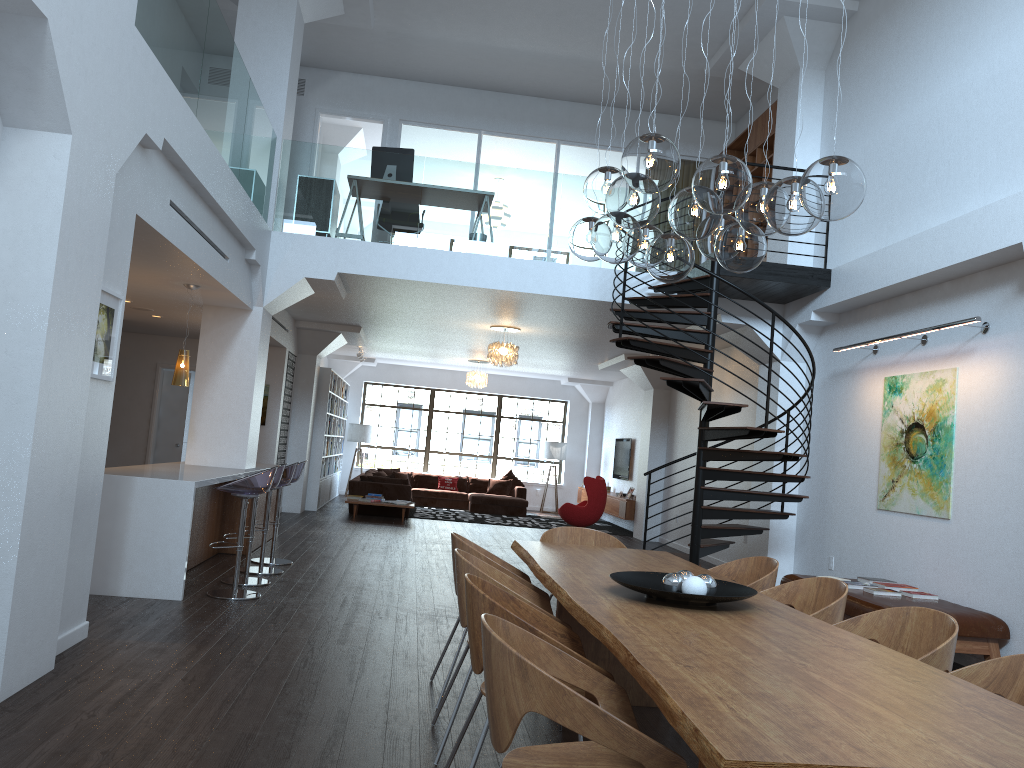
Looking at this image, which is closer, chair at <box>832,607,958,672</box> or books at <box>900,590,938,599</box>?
chair at <box>832,607,958,672</box>

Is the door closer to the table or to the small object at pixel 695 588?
the table

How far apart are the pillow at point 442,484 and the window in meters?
1.5 m

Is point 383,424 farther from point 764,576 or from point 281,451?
point 764,576

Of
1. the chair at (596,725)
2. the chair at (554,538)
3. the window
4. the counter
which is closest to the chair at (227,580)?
the counter

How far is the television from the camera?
17.3m

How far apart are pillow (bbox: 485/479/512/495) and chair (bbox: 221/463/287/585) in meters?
11.4 m

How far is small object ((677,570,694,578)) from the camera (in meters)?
3.64

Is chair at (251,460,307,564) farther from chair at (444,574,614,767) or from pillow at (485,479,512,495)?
pillow at (485,479,512,495)

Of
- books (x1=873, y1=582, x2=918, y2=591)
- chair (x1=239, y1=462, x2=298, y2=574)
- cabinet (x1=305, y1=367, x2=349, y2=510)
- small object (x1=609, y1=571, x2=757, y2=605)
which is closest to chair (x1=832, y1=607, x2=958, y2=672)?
small object (x1=609, y1=571, x2=757, y2=605)
